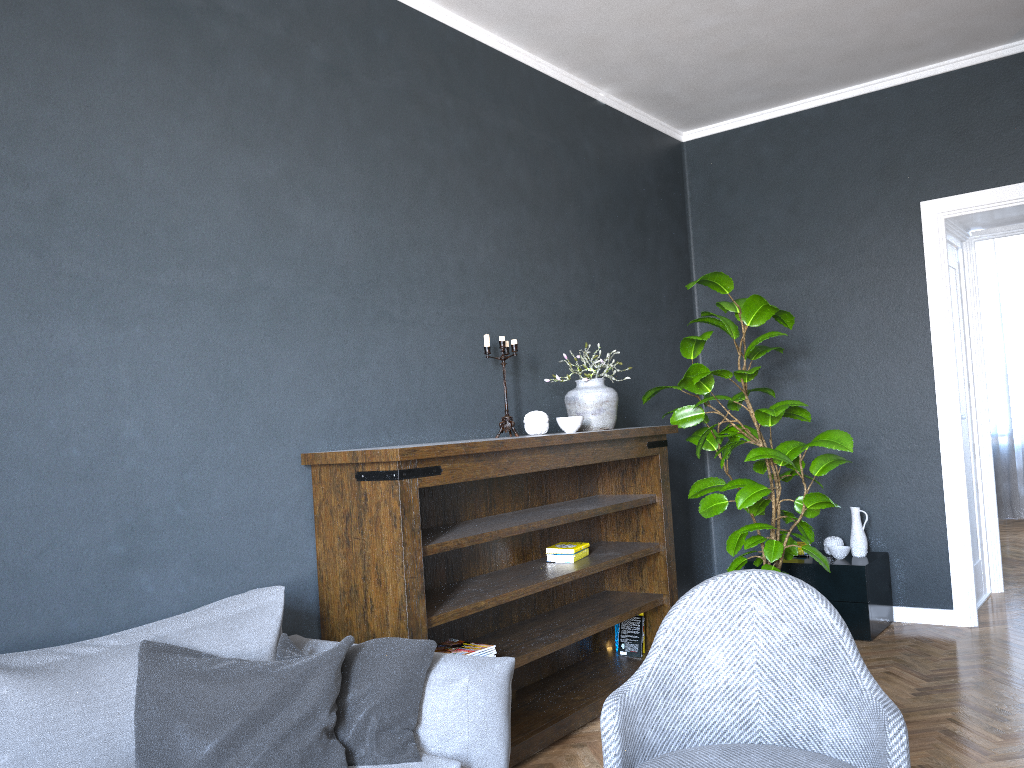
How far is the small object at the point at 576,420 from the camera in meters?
3.7 m

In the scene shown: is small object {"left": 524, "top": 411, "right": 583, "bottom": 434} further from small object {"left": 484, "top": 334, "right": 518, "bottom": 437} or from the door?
the door

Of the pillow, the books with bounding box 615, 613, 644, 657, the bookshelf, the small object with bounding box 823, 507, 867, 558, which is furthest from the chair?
the small object with bounding box 823, 507, 867, 558

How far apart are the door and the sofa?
3.6m

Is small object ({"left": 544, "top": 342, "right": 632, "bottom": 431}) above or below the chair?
above

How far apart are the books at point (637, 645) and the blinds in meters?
6.0 m

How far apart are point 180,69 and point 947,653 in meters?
4.1

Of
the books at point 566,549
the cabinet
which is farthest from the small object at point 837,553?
the books at point 566,549

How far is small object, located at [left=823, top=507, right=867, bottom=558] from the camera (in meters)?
4.71

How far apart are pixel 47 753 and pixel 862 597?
3.8m
